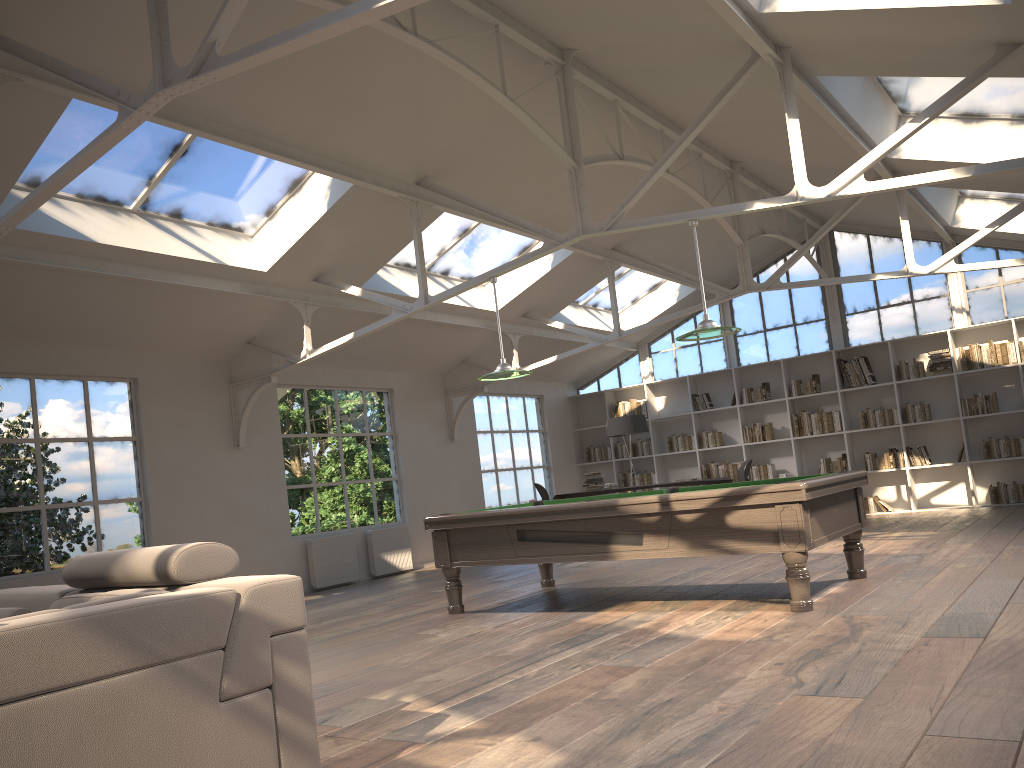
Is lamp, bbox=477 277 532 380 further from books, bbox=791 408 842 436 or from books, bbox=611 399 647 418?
books, bbox=611 399 647 418

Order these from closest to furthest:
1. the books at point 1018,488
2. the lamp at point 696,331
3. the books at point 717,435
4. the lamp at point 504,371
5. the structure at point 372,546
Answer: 1. the lamp at point 696,331
2. the lamp at point 504,371
3. the structure at point 372,546
4. the books at point 1018,488
5. the books at point 717,435

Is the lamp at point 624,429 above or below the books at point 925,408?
above

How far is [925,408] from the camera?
12.0 meters

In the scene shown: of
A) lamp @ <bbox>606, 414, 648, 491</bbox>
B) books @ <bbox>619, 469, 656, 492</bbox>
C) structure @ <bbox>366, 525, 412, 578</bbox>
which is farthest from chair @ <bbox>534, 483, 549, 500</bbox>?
books @ <bbox>619, 469, 656, 492</bbox>

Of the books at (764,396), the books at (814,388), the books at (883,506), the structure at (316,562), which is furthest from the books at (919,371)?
the structure at (316,562)

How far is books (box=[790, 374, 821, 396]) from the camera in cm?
1283

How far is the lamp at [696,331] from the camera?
6.1 meters

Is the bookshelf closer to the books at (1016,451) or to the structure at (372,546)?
the books at (1016,451)

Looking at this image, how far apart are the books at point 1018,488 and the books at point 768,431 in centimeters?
298cm
